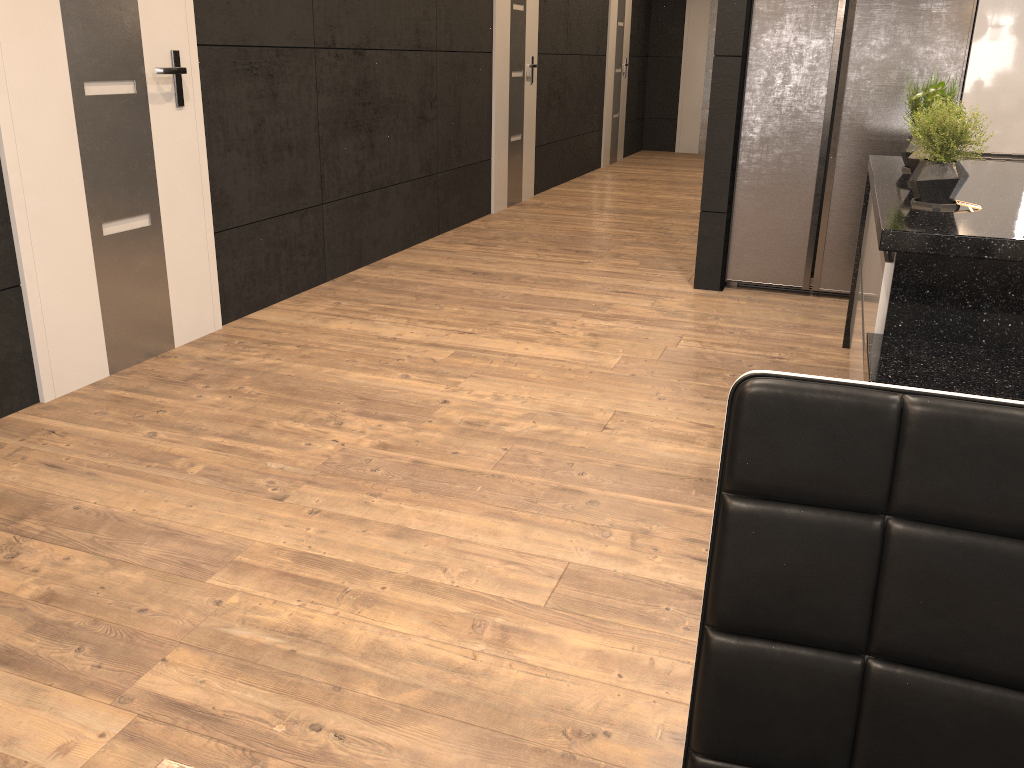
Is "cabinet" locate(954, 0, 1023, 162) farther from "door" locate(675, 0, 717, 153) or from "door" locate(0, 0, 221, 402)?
"door" locate(675, 0, 717, 153)

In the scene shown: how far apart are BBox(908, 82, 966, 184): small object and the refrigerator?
1.70m

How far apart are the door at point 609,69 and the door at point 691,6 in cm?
140

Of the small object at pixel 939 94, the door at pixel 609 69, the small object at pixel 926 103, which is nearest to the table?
the small object at pixel 939 94

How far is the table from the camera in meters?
0.6 m

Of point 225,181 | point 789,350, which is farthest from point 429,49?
point 789,350

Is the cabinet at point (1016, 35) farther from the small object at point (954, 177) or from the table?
the table

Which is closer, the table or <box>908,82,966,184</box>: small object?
the table

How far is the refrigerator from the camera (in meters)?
4.15

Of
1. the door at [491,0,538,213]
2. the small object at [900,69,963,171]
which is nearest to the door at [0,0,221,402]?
the small object at [900,69,963,171]
